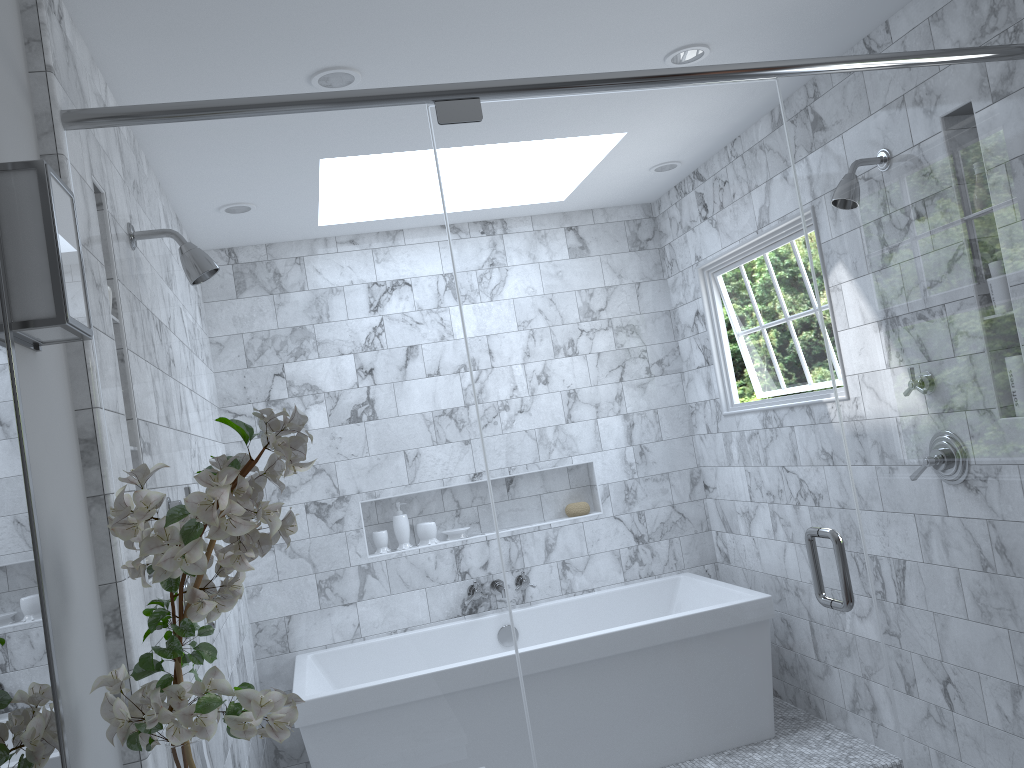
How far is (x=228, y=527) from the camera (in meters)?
1.25

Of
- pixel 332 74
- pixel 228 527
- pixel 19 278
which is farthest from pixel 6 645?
pixel 332 74

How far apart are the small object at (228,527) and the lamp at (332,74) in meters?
1.4 m

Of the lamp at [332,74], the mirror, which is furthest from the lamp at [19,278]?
the lamp at [332,74]

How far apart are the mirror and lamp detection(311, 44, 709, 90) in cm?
139

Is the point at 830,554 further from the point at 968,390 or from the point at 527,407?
the point at 527,407

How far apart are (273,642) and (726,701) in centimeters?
283cm

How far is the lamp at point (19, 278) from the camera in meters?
1.3

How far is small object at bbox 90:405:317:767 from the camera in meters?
1.3

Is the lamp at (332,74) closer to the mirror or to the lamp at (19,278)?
the lamp at (19,278)
